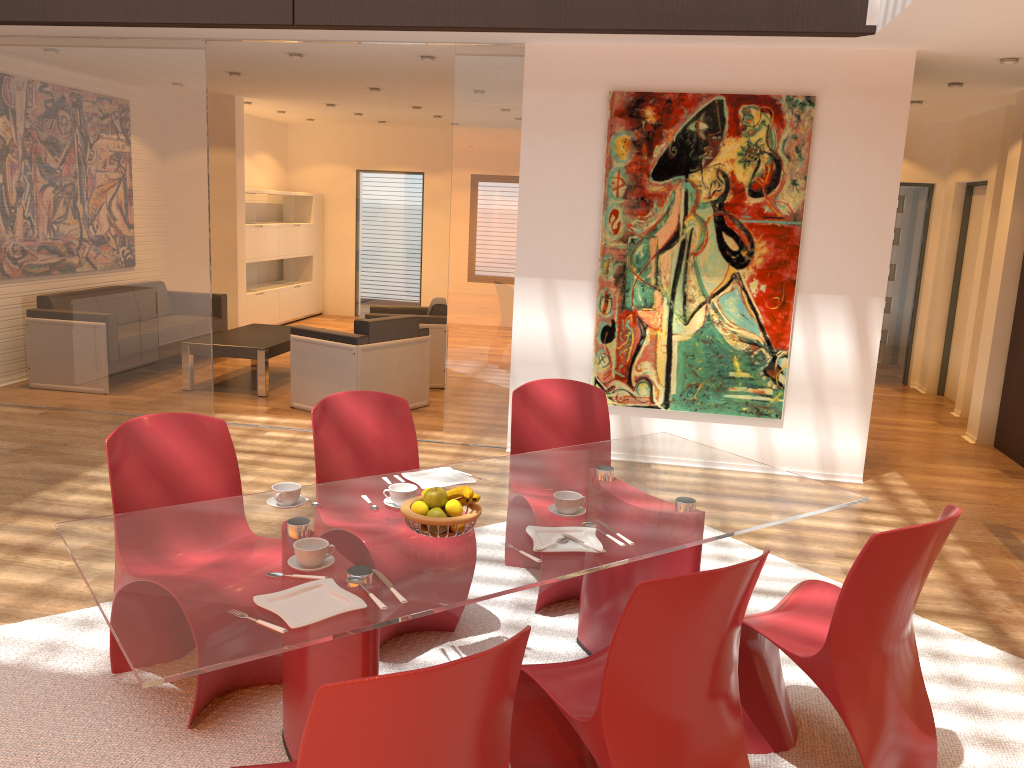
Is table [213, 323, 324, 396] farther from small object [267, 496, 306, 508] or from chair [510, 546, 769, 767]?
chair [510, 546, 769, 767]

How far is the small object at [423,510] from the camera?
2.5m

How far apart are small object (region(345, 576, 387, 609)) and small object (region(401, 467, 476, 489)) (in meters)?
0.74

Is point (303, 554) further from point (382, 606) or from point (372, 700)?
point (372, 700)

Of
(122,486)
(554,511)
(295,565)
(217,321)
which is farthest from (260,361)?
(295,565)

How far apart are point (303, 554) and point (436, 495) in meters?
0.4

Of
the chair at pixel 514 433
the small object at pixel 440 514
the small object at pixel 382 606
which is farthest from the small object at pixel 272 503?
the chair at pixel 514 433

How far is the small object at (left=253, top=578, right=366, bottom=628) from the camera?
2.0m

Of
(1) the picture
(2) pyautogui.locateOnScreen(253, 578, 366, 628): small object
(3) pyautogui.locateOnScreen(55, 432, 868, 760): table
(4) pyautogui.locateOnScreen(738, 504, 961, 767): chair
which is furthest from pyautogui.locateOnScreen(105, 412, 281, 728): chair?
(1) the picture

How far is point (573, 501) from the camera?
2.72m
